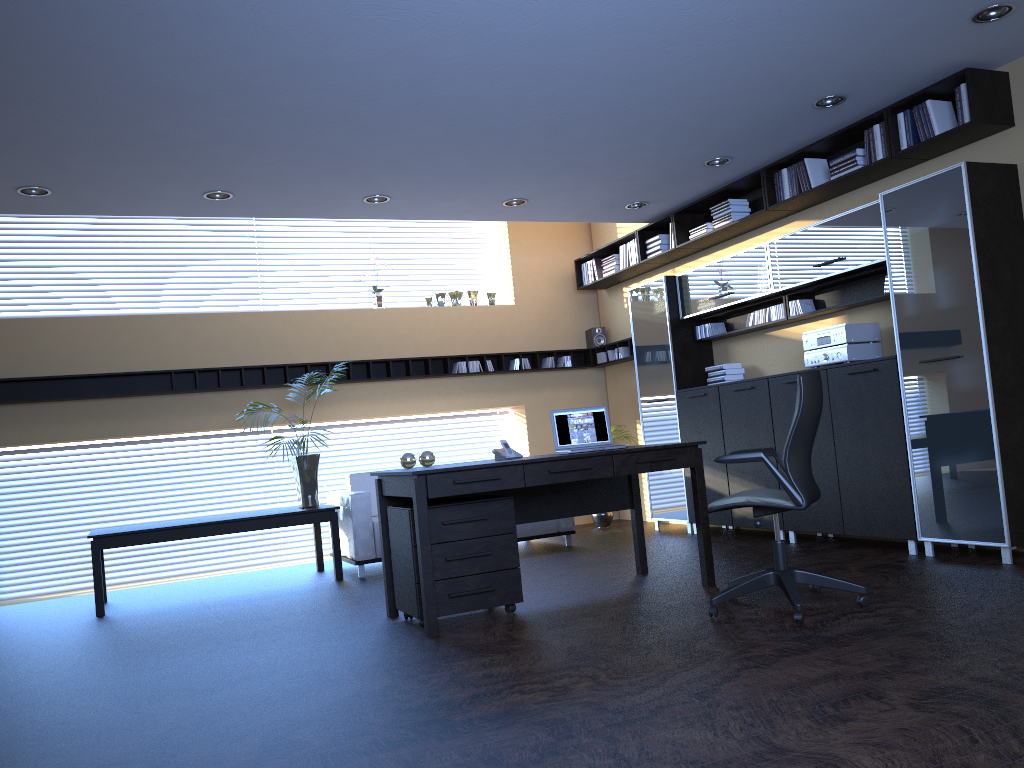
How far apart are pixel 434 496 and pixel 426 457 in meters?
0.8 m

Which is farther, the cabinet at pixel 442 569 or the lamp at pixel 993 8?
the cabinet at pixel 442 569

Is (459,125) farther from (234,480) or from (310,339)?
(234,480)

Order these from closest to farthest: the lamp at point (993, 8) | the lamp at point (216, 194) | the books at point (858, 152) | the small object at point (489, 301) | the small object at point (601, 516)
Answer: the lamp at point (993, 8), the books at point (858, 152), the lamp at point (216, 194), the small object at point (601, 516), the small object at point (489, 301)

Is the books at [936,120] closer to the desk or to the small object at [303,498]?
the desk

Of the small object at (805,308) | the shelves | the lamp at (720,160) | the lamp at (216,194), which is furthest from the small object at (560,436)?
the shelves

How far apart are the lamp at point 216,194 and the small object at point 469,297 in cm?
359

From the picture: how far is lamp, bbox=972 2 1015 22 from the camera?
4.69m

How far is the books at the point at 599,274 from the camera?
9.7 meters

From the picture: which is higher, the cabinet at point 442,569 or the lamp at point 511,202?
the lamp at point 511,202
